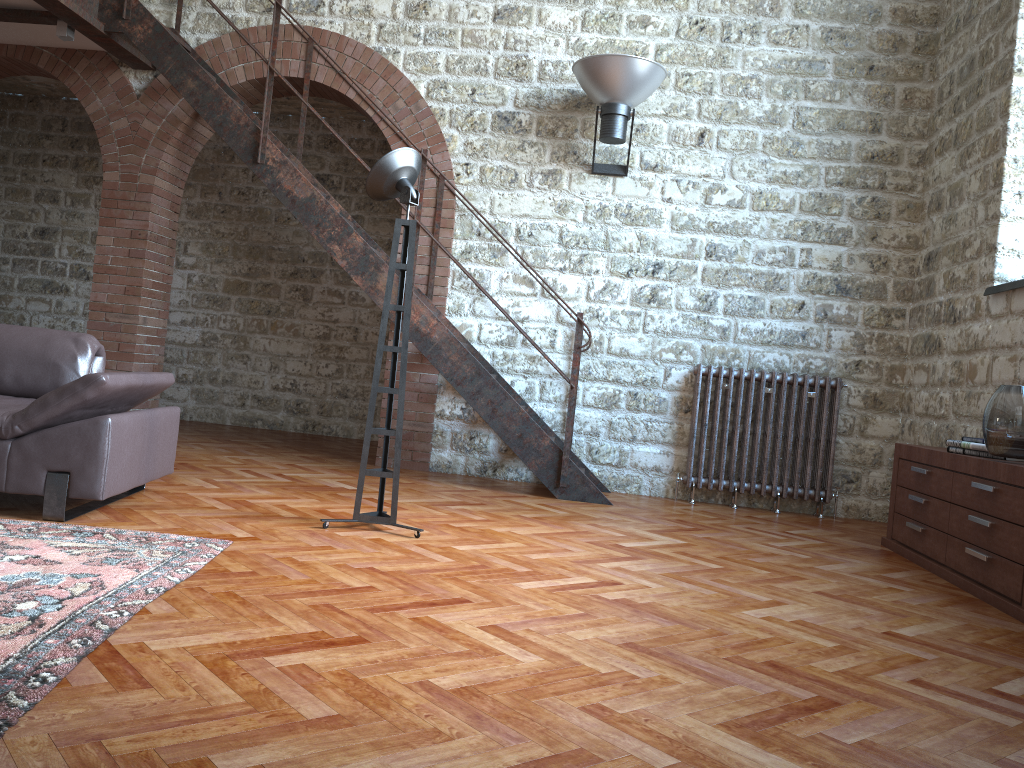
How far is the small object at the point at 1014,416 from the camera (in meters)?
3.82

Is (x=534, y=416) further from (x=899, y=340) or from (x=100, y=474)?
(x=100, y=474)

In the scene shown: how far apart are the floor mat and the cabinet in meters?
3.1

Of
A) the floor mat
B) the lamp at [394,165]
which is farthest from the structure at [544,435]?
the floor mat

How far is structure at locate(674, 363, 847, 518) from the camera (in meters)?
6.13

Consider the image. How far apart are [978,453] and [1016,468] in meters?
0.6 m

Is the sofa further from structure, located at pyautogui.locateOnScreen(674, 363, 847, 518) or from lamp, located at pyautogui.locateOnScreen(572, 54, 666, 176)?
structure, located at pyautogui.locateOnScreen(674, 363, 847, 518)

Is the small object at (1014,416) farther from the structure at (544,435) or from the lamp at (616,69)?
the lamp at (616,69)

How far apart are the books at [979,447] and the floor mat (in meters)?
3.43

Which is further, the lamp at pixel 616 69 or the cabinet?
the lamp at pixel 616 69
